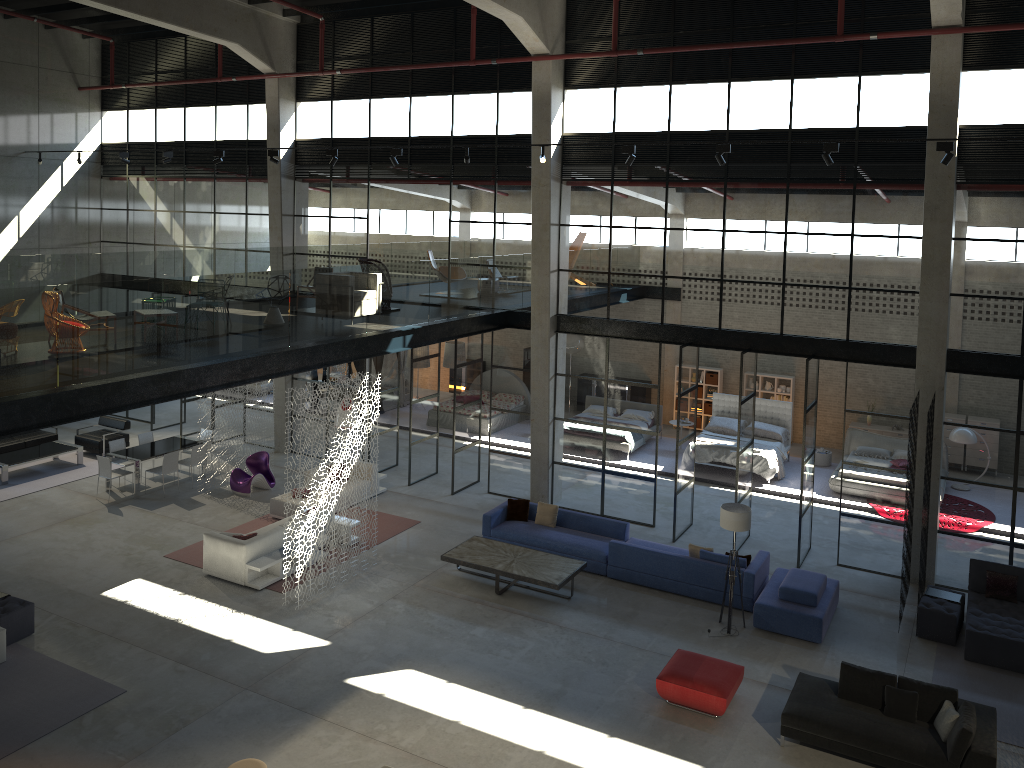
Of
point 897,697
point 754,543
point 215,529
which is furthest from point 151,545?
point 897,697

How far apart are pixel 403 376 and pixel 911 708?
17.9m

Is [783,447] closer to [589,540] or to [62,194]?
[589,540]

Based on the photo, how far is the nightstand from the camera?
20.8m

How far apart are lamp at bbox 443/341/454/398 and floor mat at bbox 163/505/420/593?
8.59m

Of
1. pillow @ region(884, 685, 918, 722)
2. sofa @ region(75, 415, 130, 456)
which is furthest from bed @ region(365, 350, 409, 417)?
pillow @ region(884, 685, 918, 722)

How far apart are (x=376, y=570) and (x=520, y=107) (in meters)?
9.02

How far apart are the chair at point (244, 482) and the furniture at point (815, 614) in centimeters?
1025cm

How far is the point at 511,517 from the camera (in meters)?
15.98

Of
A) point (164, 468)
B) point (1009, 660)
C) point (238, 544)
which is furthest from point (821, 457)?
point (164, 468)
